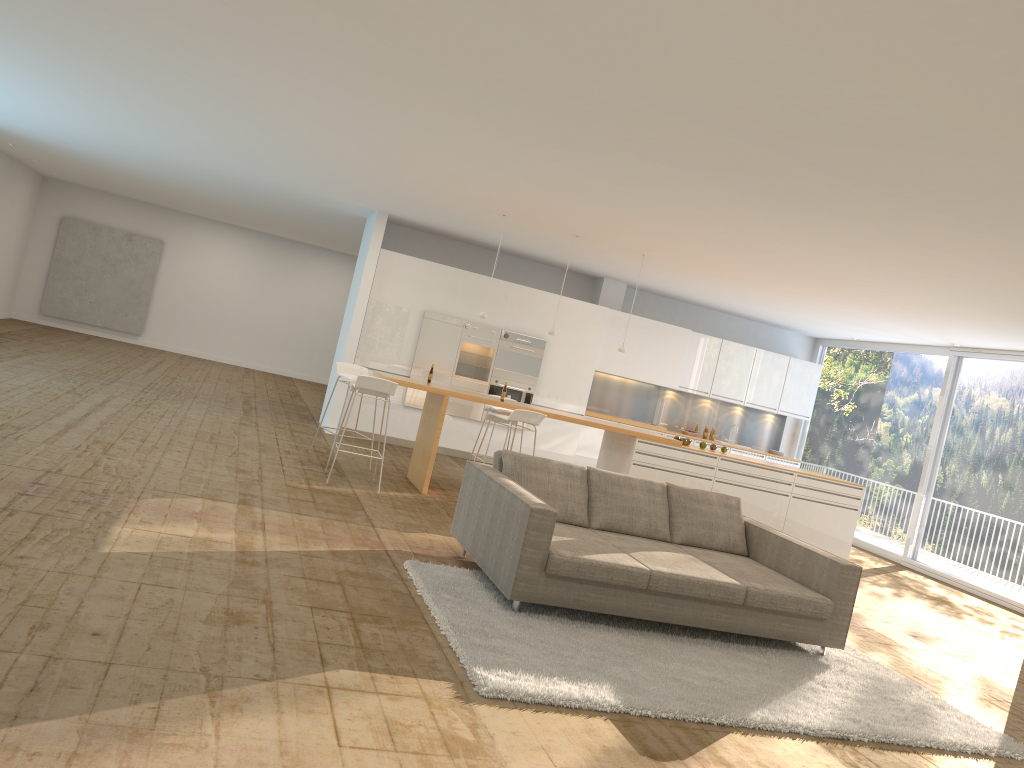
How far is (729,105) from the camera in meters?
4.5

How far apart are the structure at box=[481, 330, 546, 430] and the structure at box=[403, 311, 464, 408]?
0.6 meters

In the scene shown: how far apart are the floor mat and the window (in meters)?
5.23

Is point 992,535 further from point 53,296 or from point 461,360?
point 53,296

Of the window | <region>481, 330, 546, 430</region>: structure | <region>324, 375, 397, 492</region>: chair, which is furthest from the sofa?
<region>481, 330, 546, 430</region>: structure

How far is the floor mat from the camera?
4.3m

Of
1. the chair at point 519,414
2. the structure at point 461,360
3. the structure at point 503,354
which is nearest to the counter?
the chair at point 519,414

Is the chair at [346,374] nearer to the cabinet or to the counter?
the counter

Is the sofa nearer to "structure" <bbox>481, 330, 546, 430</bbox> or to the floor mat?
the floor mat

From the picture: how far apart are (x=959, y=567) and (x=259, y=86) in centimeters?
991cm
